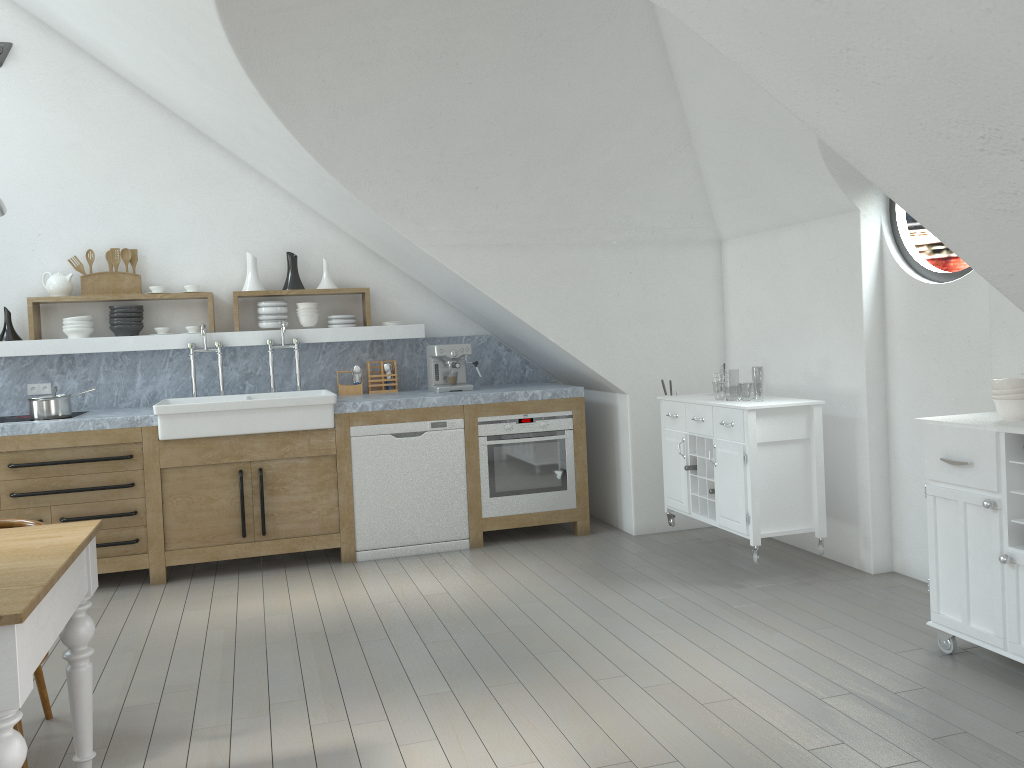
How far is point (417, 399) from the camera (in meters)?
5.44

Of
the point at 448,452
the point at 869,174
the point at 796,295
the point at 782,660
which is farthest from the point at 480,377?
the point at 869,174

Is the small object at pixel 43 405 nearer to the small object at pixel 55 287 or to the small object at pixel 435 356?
the small object at pixel 55 287

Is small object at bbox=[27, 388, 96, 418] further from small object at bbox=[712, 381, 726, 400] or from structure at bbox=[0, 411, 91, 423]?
small object at bbox=[712, 381, 726, 400]

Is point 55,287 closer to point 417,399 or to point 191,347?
point 191,347

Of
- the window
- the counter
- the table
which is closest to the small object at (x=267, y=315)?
the counter

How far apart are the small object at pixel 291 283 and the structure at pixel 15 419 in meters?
Answer: 1.8

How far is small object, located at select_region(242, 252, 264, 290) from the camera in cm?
589

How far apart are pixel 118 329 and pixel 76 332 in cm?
24

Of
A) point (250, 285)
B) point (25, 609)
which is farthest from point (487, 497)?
point (25, 609)
